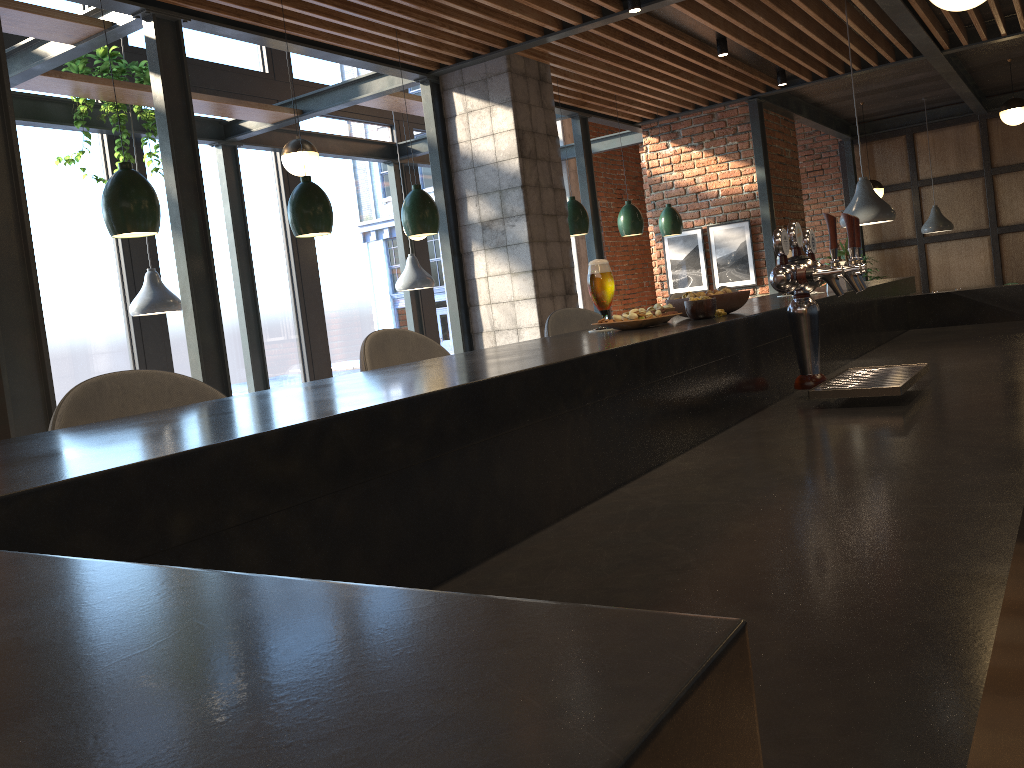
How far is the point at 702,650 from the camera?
0.2m

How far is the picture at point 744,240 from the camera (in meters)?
8.45

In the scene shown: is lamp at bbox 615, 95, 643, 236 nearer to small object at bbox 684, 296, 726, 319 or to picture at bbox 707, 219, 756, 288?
picture at bbox 707, 219, 756, 288

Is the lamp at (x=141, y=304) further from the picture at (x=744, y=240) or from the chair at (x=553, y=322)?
the picture at (x=744, y=240)

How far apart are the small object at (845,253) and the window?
5.12m

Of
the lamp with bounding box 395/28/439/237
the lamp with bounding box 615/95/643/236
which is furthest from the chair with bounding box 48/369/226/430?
the lamp with bounding box 615/95/643/236

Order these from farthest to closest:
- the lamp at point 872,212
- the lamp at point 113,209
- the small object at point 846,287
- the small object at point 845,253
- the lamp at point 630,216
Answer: the small object at point 845,253 → the lamp at point 630,216 → the lamp at point 872,212 → the lamp at point 113,209 → the small object at point 846,287

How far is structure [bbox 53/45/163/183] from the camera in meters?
5.6 m

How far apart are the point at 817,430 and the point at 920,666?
1.11m

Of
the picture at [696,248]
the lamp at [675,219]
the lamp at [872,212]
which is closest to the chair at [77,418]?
the lamp at [872,212]
